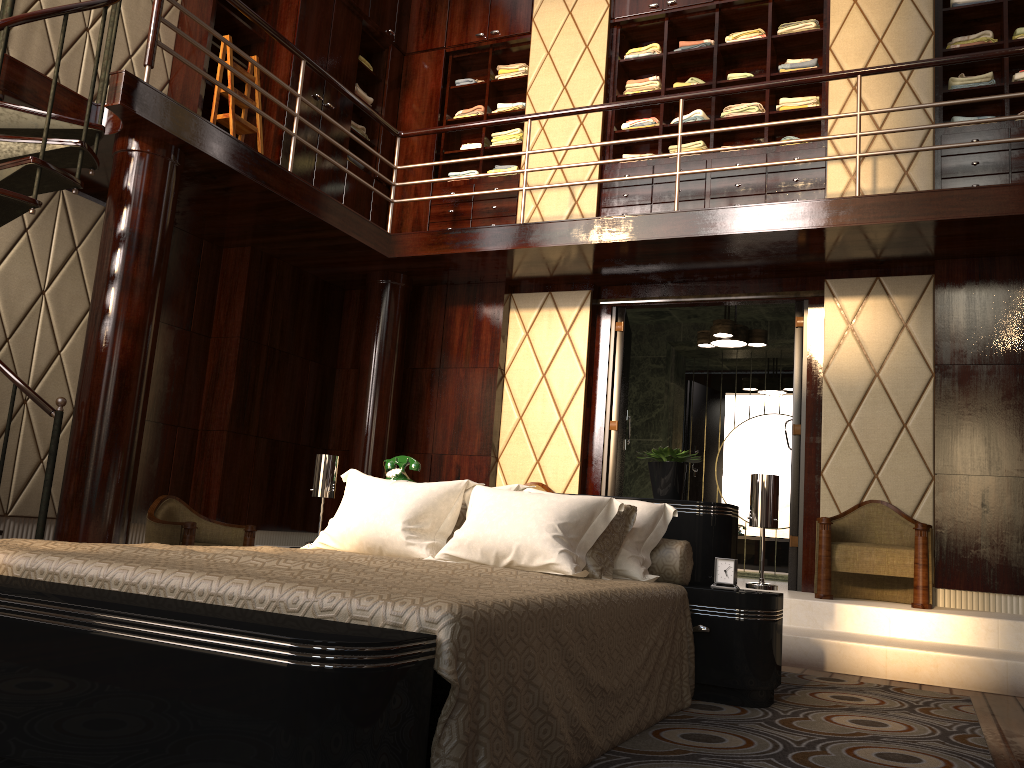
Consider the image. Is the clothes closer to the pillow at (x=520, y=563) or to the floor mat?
the pillow at (x=520, y=563)

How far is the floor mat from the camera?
2.2 meters

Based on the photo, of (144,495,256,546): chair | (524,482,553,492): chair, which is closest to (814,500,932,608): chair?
(524,482,553,492): chair

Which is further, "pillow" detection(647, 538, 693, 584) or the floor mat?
"pillow" detection(647, 538, 693, 584)

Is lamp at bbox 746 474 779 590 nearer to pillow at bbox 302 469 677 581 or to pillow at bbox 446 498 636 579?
pillow at bbox 302 469 677 581

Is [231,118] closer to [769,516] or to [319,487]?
[319,487]

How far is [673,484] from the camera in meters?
3.3

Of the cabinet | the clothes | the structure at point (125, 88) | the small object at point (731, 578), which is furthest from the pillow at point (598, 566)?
the clothes

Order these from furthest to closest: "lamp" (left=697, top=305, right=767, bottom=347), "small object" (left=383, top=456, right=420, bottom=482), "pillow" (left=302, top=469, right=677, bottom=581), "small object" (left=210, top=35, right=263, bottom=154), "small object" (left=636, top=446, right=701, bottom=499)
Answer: "lamp" (left=697, top=305, right=767, bottom=347)
"small object" (left=210, top=35, right=263, bottom=154)
"small object" (left=383, top=456, right=420, bottom=482)
"small object" (left=636, top=446, right=701, bottom=499)
"pillow" (left=302, top=469, right=677, bottom=581)

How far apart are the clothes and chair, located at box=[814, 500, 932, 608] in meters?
2.6 m
